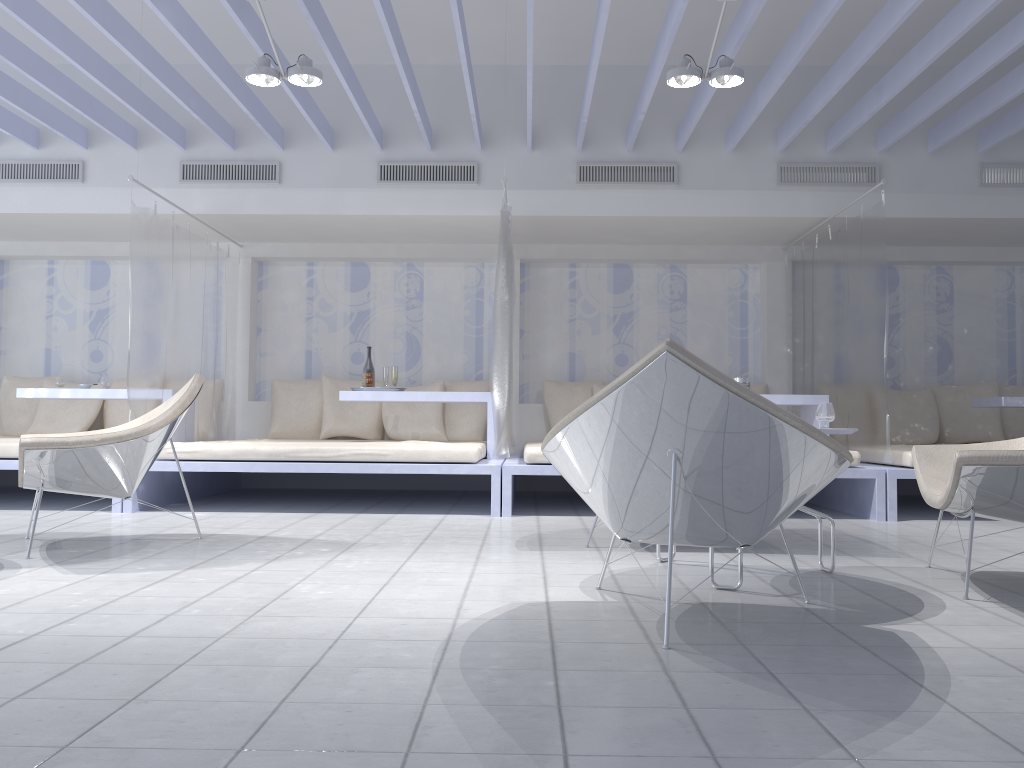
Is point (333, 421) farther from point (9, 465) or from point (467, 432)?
point (9, 465)

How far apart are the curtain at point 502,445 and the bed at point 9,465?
2.2m

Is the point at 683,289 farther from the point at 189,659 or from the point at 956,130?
the point at 189,659

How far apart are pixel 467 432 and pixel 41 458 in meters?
3.9

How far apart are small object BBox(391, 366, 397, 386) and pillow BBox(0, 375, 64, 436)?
3.2m

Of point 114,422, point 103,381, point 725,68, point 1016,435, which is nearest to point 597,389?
point 725,68

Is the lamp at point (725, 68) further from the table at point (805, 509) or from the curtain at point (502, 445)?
the table at point (805, 509)

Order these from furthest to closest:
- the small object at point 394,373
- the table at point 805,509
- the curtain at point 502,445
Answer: the small object at point 394,373, the curtain at point 502,445, the table at point 805,509

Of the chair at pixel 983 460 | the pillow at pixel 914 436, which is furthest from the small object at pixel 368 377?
the pillow at pixel 914 436

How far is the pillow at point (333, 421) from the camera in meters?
6.9
